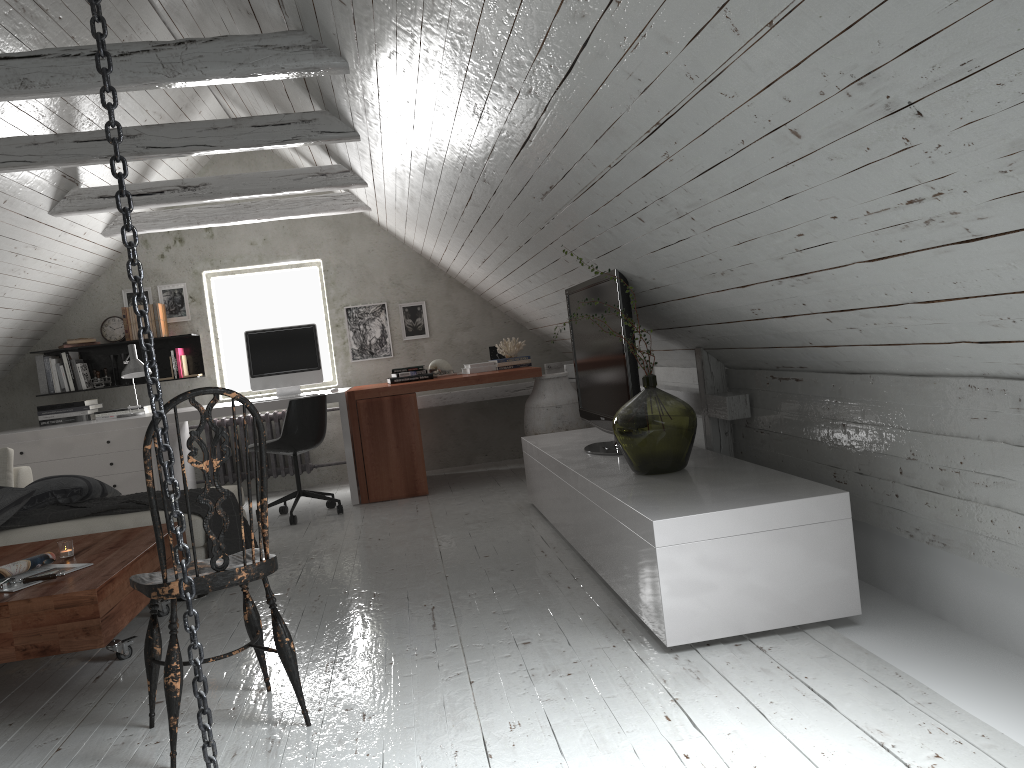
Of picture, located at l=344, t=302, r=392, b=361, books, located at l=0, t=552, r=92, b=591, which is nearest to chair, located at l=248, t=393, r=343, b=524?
picture, located at l=344, t=302, r=392, b=361

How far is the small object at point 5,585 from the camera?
2.74m

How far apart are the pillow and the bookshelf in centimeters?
243cm

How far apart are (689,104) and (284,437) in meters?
4.0 m

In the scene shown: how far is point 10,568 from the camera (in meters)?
2.89

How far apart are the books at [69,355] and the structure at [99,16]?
5.5 meters

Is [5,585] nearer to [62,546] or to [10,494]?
[62,546]

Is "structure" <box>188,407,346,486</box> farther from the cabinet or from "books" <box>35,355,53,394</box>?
the cabinet

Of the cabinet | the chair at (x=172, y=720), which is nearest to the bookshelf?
the cabinet

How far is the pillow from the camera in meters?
3.9 m
